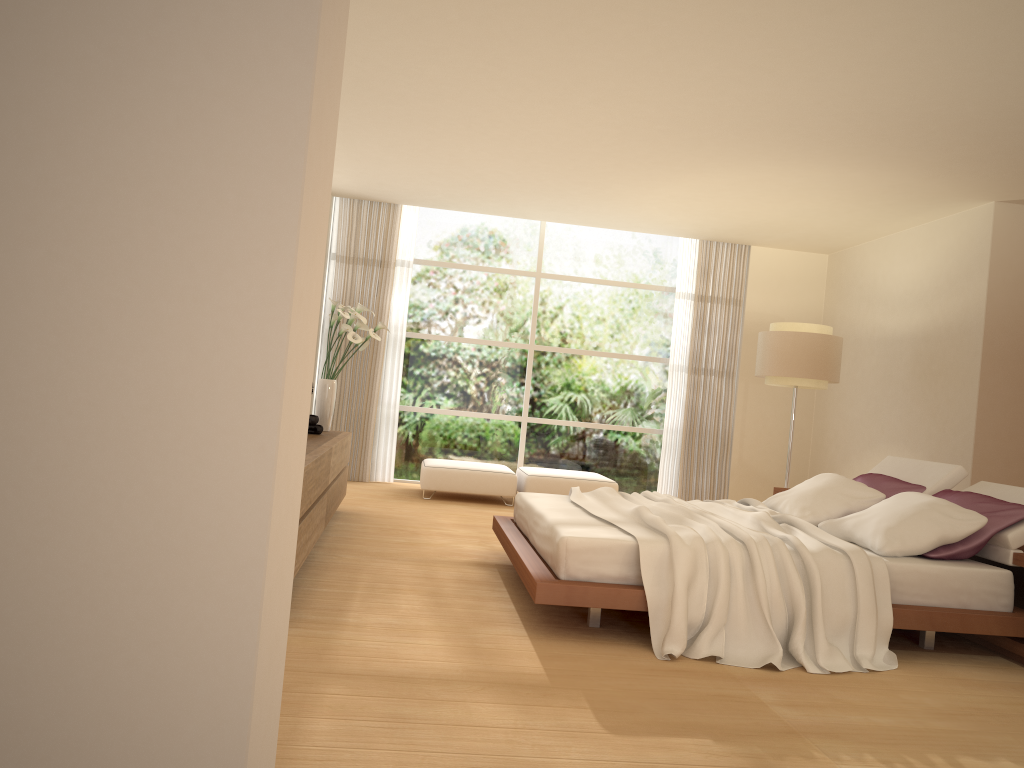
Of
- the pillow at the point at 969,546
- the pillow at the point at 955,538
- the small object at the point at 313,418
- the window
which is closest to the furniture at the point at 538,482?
the window

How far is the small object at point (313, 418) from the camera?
6.7m

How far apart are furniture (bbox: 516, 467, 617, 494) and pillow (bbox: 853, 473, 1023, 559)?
3.35m

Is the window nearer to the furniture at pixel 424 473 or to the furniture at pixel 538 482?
the furniture at pixel 538 482

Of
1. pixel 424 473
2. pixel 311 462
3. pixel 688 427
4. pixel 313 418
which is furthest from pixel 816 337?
pixel 311 462

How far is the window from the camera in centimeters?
1019cm

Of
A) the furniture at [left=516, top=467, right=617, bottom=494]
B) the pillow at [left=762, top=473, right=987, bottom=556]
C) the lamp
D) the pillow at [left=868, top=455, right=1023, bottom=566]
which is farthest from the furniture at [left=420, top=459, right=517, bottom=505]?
the pillow at [left=868, top=455, right=1023, bottom=566]

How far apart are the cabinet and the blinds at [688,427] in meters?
4.2 m

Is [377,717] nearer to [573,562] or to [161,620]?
[573,562]

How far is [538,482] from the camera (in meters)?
8.86
